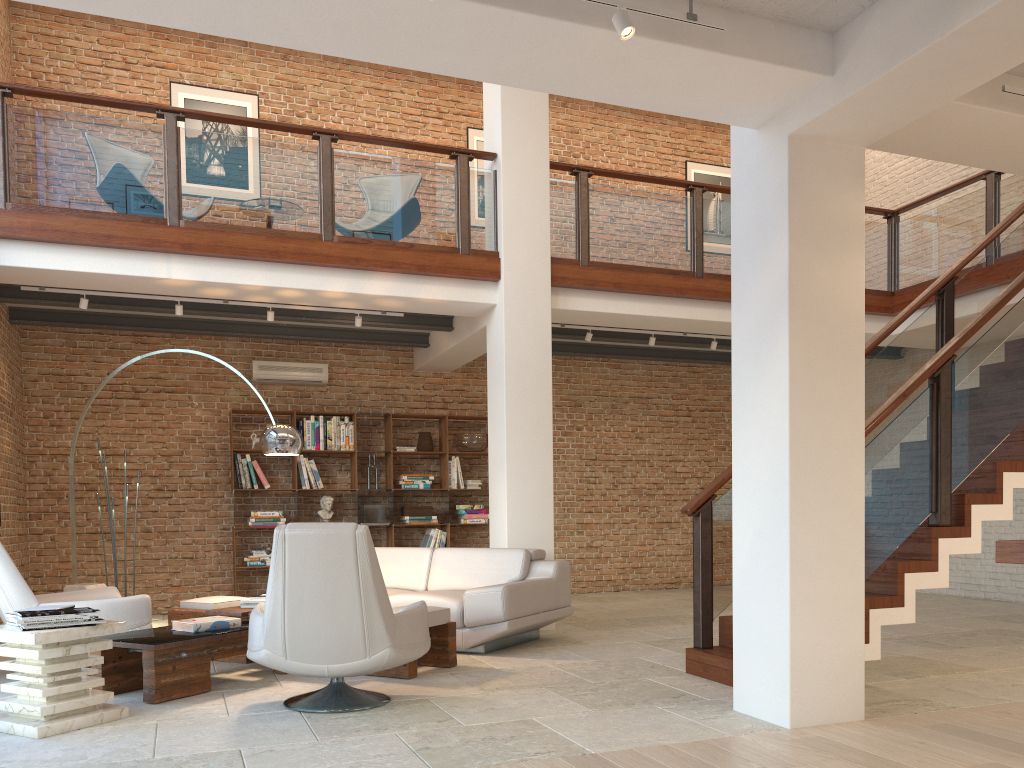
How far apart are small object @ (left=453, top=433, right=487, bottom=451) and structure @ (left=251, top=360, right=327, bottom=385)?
1.65m

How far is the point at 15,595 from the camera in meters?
5.3 m

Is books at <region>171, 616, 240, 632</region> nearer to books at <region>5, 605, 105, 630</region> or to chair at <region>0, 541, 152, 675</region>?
chair at <region>0, 541, 152, 675</region>

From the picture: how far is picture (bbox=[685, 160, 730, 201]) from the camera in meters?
12.2

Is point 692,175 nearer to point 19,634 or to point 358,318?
point 358,318

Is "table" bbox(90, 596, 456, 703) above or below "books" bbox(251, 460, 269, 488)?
below

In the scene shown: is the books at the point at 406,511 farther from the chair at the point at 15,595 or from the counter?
the counter

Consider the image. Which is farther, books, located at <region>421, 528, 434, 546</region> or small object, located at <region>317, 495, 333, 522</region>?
books, located at <region>421, 528, 434, 546</region>

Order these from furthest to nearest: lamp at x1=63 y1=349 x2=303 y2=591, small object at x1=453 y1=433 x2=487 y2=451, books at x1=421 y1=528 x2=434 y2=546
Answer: small object at x1=453 y1=433 x2=487 y2=451 → books at x1=421 y1=528 x2=434 y2=546 → lamp at x1=63 y1=349 x2=303 y2=591

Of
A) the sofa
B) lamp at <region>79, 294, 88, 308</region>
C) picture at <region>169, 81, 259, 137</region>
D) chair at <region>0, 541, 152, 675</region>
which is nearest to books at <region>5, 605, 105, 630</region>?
chair at <region>0, 541, 152, 675</region>
